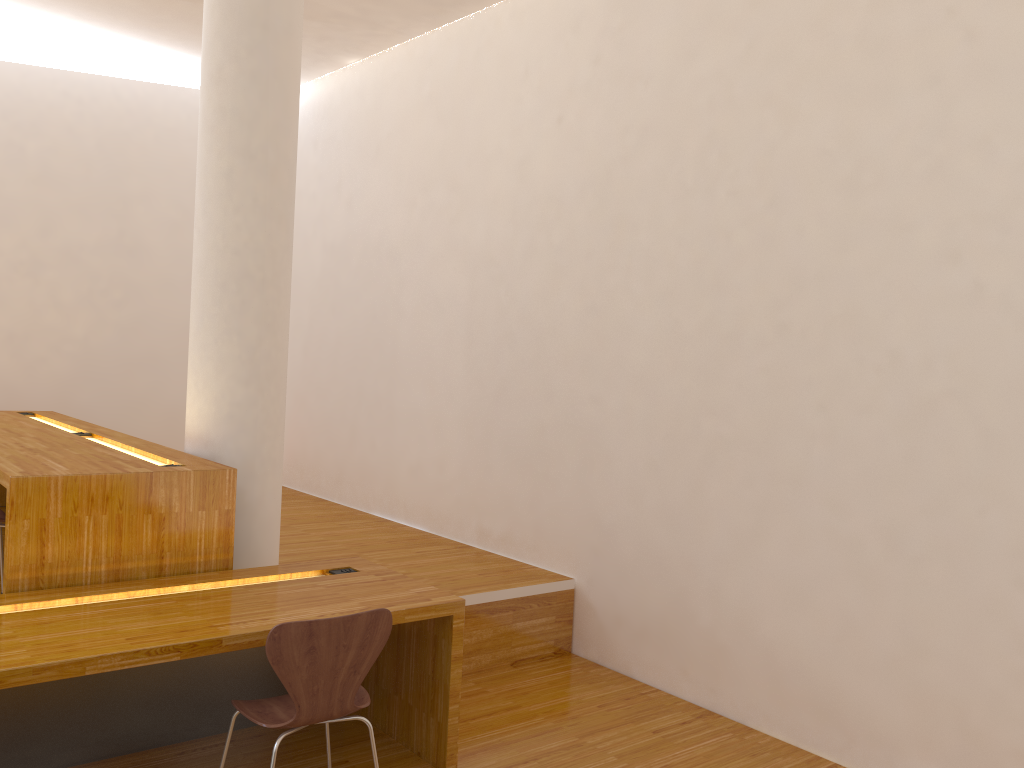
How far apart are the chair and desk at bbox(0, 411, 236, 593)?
0.8m

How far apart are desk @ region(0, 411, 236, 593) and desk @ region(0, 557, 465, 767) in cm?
6

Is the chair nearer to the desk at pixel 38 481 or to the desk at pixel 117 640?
the desk at pixel 117 640

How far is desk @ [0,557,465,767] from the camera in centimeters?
246cm

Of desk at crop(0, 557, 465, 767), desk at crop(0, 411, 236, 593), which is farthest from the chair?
desk at crop(0, 411, 236, 593)

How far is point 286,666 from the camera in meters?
2.4 m

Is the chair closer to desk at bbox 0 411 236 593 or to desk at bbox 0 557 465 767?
desk at bbox 0 557 465 767

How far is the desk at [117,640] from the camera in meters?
2.5

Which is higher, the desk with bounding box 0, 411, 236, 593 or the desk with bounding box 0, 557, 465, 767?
the desk with bounding box 0, 411, 236, 593

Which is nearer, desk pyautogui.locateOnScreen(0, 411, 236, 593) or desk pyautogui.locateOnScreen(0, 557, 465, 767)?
desk pyautogui.locateOnScreen(0, 557, 465, 767)
